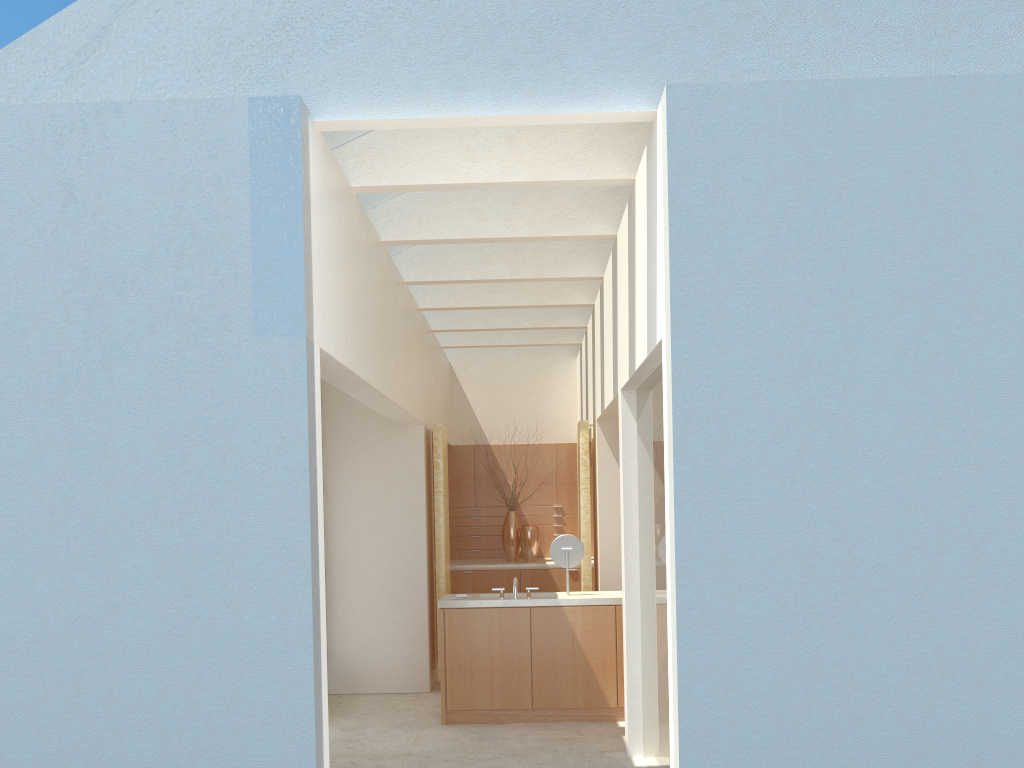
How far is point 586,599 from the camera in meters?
15.6

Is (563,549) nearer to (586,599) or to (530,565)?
(586,599)

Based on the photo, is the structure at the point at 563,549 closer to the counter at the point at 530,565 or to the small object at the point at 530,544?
the counter at the point at 530,565

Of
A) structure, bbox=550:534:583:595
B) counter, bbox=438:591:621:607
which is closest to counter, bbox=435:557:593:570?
counter, bbox=438:591:621:607

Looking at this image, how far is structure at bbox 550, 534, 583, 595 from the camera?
16.1m

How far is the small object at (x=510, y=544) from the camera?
23.4m

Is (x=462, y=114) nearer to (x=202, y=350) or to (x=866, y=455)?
(x=202, y=350)

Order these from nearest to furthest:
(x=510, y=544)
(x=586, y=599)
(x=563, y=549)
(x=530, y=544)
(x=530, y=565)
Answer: (x=586, y=599) < (x=563, y=549) < (x=530, y=565) < (x=530, y=544) < (x=510, y=544)

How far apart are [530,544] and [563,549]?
7.0m

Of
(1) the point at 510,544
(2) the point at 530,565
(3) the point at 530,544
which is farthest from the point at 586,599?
(1) the point at 510,544
